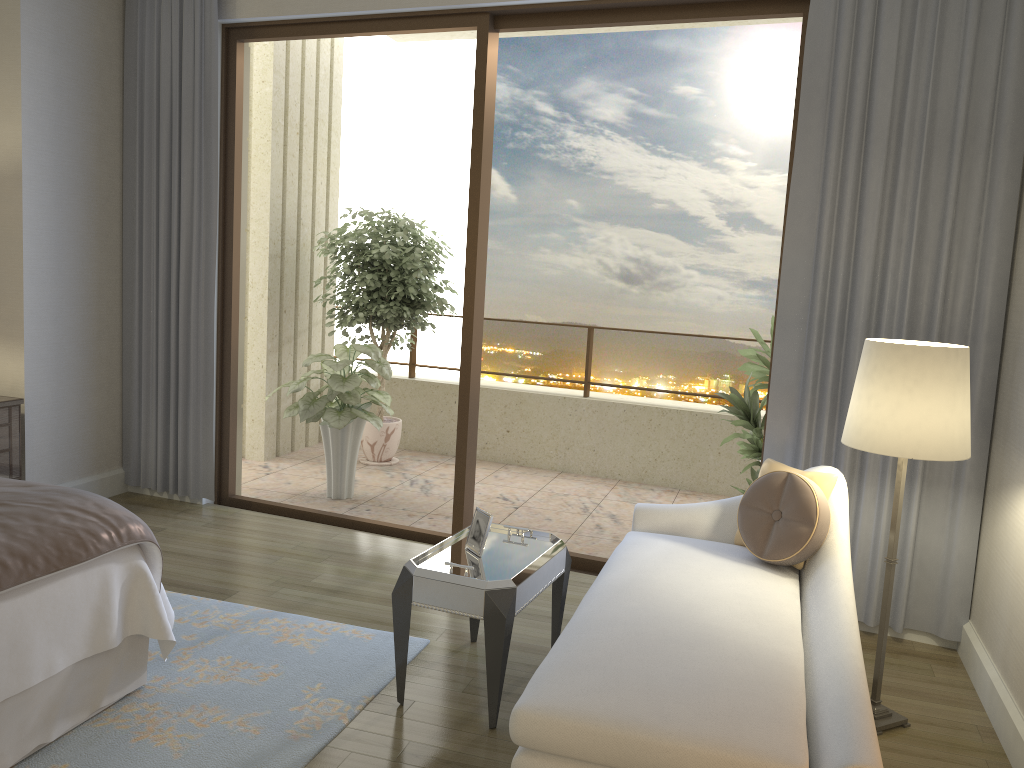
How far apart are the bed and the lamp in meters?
2.3 m

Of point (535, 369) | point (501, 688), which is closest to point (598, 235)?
point (535, 369)

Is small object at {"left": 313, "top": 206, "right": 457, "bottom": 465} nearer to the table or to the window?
the window

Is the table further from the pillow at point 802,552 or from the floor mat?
the pillow at point 802,552

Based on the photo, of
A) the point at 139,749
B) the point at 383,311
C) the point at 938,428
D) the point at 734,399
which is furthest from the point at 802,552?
the point at 383,311

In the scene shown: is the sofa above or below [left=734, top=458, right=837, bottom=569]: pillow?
below

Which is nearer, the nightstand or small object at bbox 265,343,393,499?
the nightstand

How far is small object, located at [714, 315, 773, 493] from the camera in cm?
460

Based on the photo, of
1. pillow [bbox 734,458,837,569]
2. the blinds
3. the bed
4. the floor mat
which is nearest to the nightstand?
the blinds

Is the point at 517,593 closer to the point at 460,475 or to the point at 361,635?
the point at 361,635
